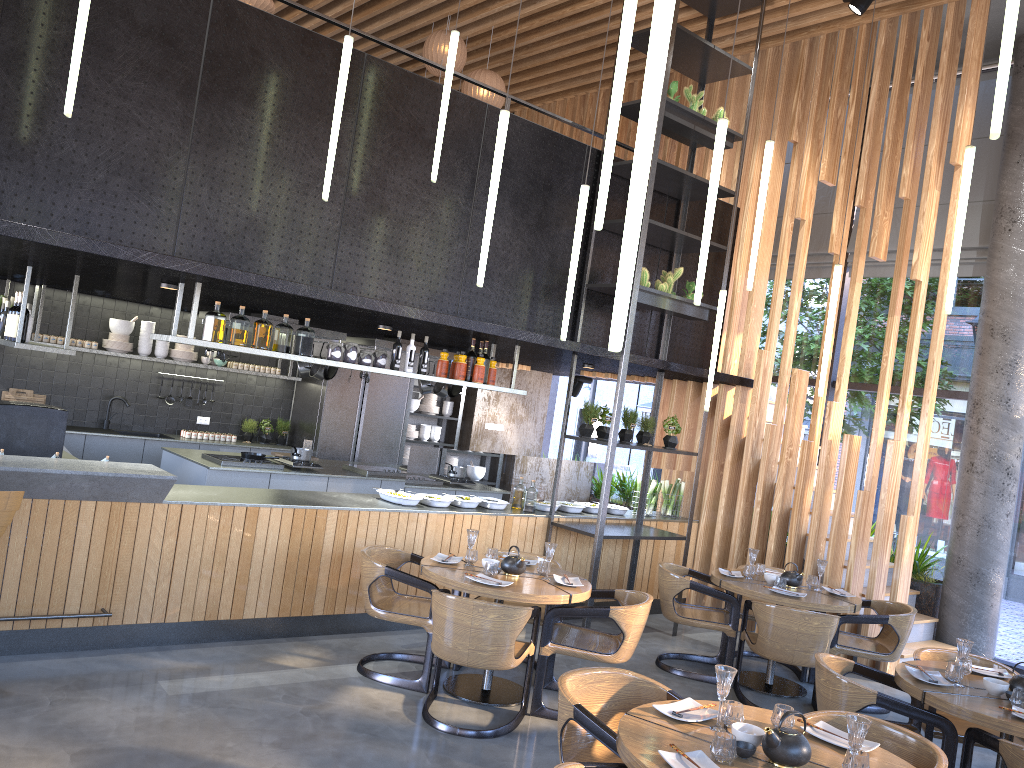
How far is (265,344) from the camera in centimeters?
611cm

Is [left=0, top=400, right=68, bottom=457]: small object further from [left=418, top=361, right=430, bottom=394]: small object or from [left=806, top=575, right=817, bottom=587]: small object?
[left=806, top=575, right=817, bottom=587]: small object

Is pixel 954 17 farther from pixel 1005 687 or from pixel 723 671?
pixel 723 671

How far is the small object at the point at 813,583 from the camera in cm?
677

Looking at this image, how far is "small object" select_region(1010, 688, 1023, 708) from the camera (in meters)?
4.13

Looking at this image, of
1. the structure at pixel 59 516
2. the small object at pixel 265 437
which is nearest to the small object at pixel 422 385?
the structure at pixel 59 516

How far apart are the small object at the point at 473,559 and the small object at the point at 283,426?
5.6 meters

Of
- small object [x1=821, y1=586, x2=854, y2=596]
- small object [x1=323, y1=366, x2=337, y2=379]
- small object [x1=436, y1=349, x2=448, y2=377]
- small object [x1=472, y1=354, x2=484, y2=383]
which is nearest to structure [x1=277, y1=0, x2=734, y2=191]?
small object [x1=436, y1=349, x2=448, y2=377]

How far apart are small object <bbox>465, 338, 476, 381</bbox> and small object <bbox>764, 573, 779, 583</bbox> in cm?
280

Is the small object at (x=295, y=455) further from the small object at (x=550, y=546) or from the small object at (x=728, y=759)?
the small object at (x=728, y=759)
